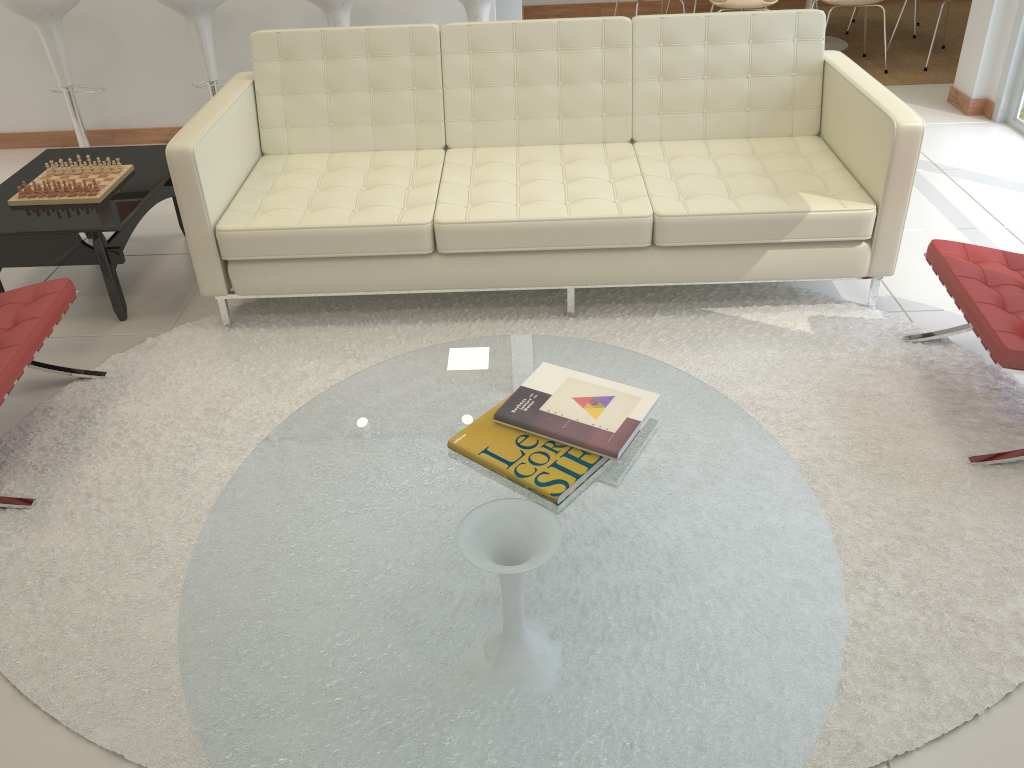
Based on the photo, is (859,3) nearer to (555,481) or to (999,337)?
(999,337)

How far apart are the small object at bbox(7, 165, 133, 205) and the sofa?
0.5m

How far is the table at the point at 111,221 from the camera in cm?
326

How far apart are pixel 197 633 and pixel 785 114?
3.04m

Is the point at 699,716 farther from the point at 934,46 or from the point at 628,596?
the point at 934,46

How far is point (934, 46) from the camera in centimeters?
646cm

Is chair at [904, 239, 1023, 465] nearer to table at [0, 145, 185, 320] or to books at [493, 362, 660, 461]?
books at [493, 362, 660, 461]

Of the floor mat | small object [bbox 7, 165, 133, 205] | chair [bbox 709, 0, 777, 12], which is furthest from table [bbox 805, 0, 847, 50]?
small object [bbox 7, 165, 133, 205]

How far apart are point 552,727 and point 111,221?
2.6 meters

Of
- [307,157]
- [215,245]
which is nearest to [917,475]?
[215,245]
